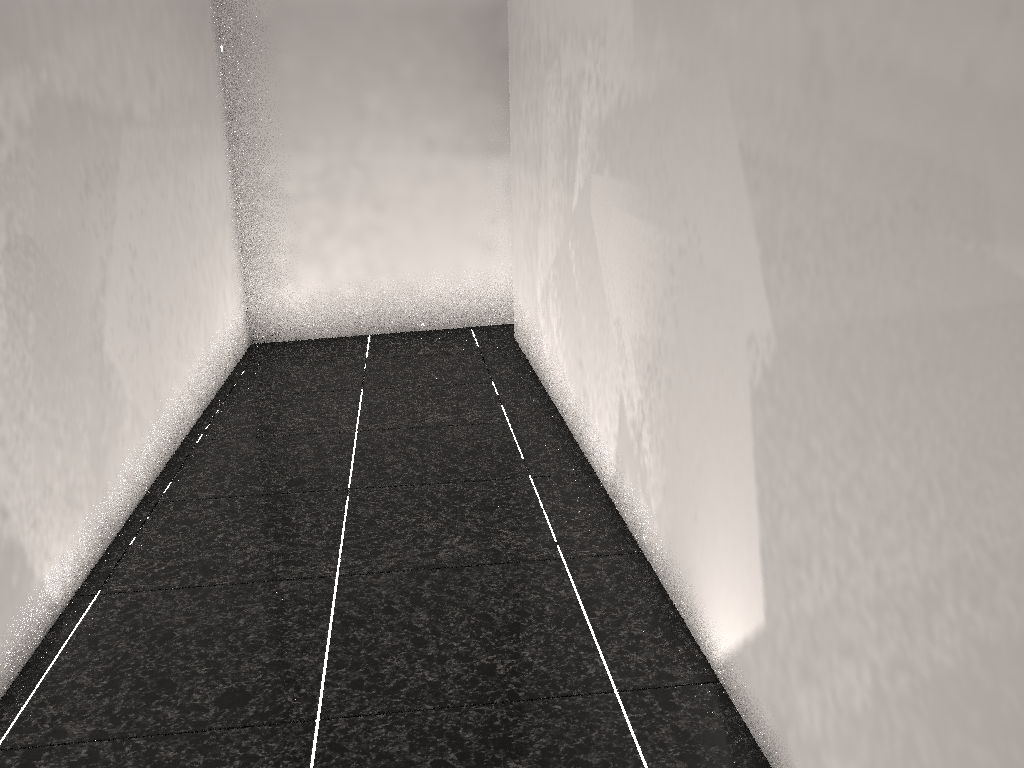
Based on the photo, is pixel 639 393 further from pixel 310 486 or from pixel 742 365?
pixel 310 486

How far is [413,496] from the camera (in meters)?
2.80
